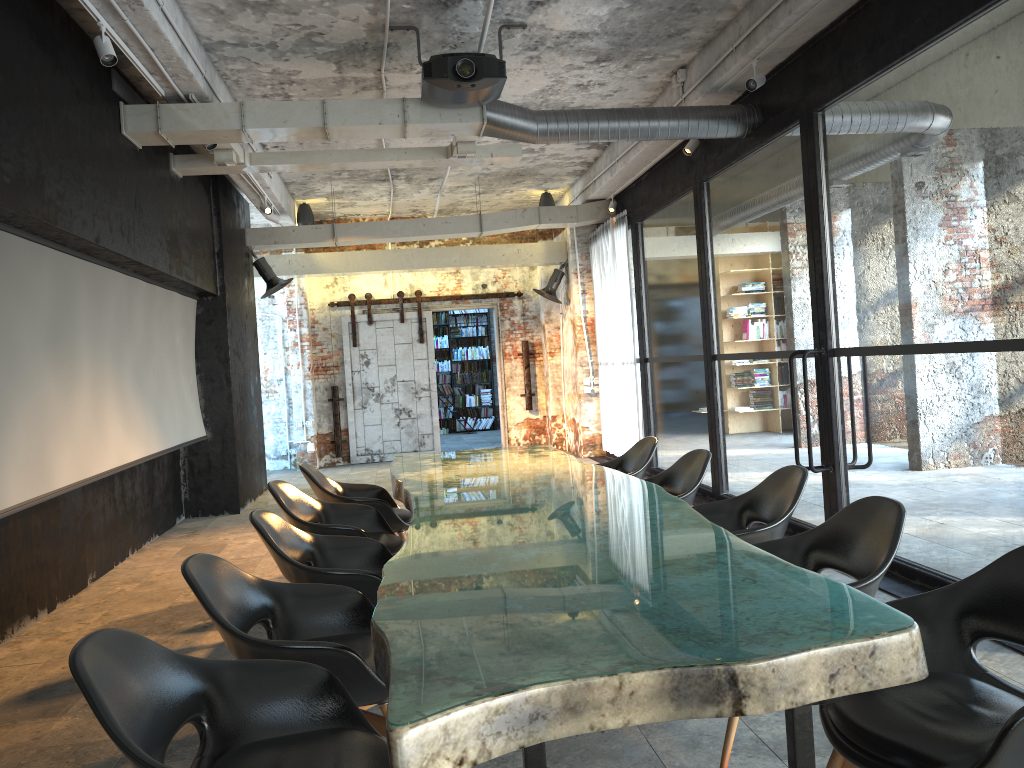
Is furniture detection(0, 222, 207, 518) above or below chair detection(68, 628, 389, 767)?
above

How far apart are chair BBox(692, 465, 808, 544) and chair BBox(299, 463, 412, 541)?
2.10m

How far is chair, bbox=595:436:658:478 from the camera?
6.10m

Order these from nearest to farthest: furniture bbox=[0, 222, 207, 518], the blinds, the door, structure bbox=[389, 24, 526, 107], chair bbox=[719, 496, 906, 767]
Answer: chair bbox=[719, 496, 906, 767], furniture bbox=[0, 222, 207, 518], structure bbox=[389, 24, 526, 107], the blinds, the door

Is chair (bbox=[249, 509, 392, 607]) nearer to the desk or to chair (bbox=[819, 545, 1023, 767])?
the desk

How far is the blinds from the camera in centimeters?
1094cm

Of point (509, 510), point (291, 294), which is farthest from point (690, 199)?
point (509, 510)

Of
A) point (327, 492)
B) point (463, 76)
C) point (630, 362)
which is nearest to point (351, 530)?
point (327, 492)

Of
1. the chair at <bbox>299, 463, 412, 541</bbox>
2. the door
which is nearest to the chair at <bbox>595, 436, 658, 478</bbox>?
the chair at <bbox>299, 463, 412, 541</bbox>

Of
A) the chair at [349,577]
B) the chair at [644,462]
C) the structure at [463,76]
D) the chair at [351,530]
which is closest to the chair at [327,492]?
the chair at [351,530]
